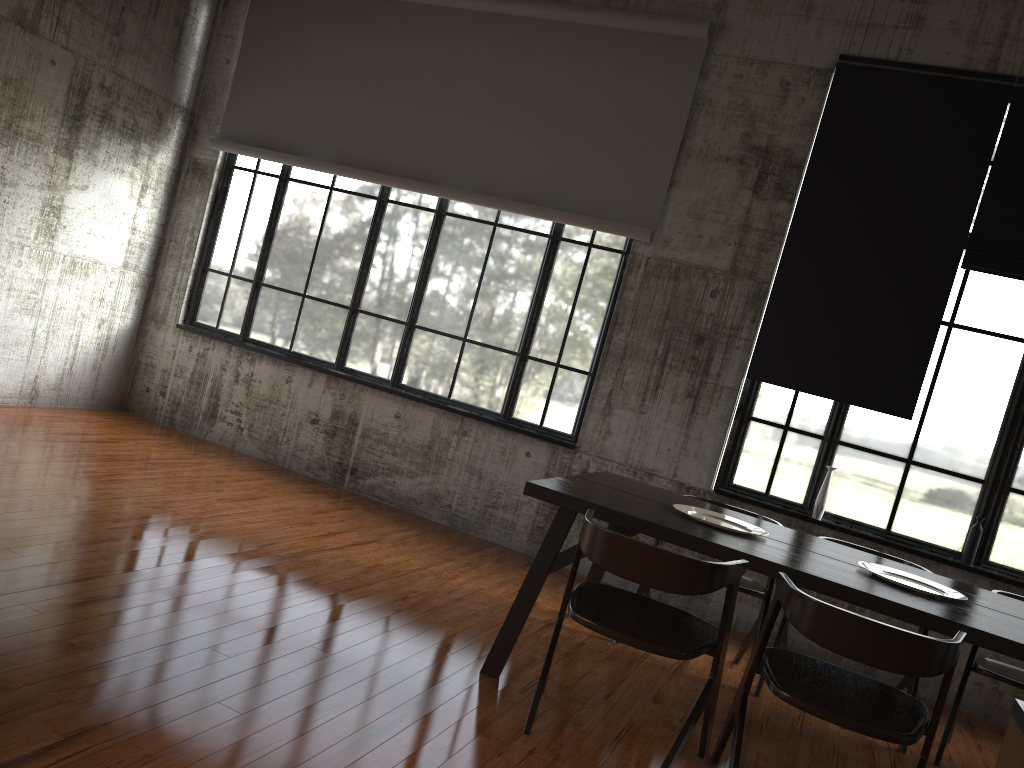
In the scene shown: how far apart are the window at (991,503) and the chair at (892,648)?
Answer: 2.8 meters

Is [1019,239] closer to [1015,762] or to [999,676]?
[999,676]

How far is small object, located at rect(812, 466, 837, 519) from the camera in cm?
656

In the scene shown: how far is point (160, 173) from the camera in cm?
863

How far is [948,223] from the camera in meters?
6.4 m

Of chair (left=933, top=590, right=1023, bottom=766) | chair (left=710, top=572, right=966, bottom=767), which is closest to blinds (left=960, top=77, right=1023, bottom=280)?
chair (left=933, top=590, right=1023, bottom=766)

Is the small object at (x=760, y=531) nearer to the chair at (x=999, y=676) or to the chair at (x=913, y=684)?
the chair at (x=913, y=684)

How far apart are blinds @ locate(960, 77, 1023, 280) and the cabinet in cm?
558

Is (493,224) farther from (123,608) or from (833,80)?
(123,608)

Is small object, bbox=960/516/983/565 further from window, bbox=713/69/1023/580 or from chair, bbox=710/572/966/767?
chair, bbox=710/572/966/767
